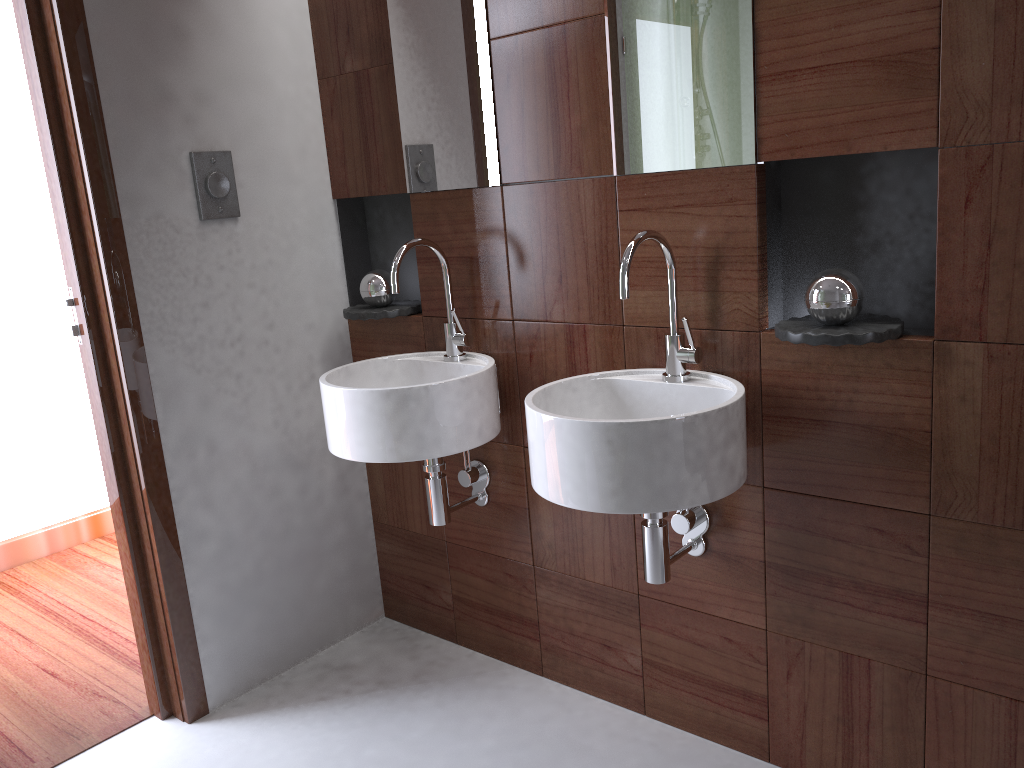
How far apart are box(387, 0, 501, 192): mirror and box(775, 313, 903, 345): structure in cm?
76

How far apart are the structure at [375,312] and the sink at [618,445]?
0.7m

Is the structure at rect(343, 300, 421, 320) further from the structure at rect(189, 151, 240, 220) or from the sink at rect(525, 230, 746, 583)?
the sink at rect(525, 230, 746, 583)

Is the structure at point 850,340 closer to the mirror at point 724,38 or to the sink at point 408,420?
the mirror at point 724,38

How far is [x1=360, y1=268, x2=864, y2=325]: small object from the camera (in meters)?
1.55

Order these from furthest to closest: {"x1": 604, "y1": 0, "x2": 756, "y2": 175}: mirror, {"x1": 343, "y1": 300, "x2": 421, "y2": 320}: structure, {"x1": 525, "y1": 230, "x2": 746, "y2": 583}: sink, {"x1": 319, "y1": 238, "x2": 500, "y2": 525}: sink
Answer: {"x1": 343, "y1": 300, "x2": 421, "y2": 320}: structure < {"x1": 319, "y1": 238, "x2": 500, "y2": 525}: sink < {"x1": 604, "y1": 0, "x2": 756, "y2": 175}: mirror < {"x1": 525, "y1": 230, "x2": 746, "y2": 583}: sink

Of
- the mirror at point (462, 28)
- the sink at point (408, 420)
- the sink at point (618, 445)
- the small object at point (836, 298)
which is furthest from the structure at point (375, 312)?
the sink at point (618, 445)

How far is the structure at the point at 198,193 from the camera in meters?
2.2 m

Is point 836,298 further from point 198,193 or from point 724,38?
point 198,193

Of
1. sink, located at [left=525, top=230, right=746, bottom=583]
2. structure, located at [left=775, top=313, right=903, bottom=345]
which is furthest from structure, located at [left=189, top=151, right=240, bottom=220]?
structure, located at [left=775, top=313, right=903, bottom=345]
